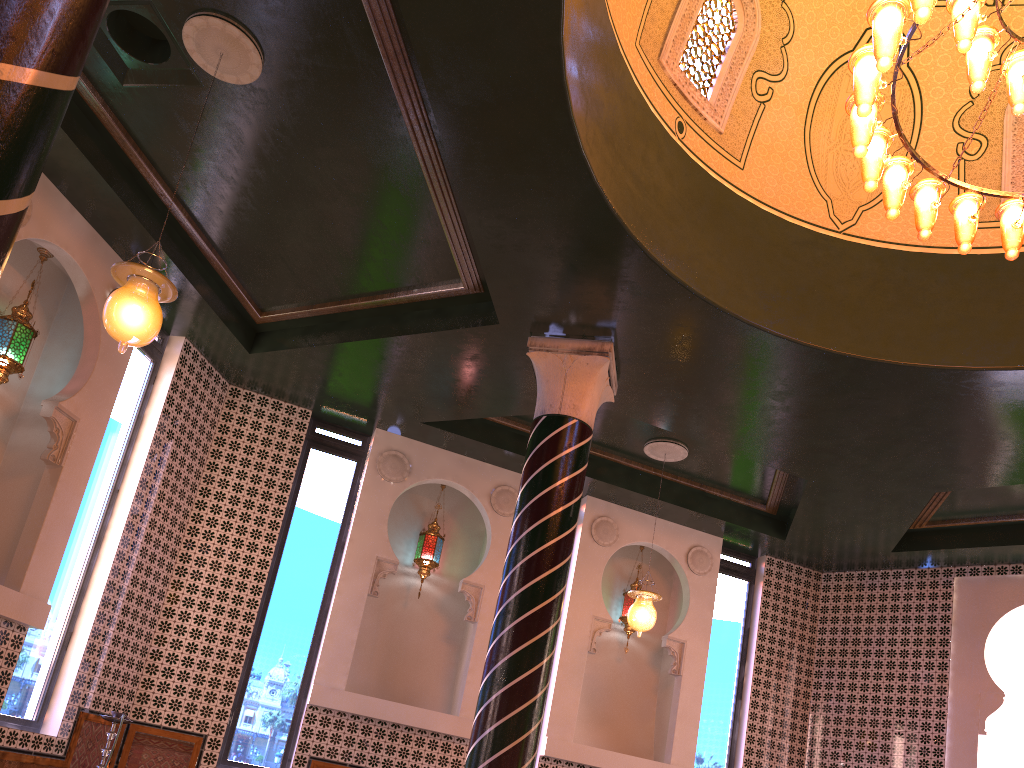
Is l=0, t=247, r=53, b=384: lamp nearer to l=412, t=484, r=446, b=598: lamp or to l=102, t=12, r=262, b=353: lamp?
l=102, t=12, r=262, b=353: lamp

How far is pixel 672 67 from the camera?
7.46m

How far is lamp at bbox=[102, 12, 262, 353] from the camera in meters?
5.2 m

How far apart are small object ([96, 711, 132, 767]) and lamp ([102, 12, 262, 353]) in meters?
3.7

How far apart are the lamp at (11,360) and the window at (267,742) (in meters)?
3.50

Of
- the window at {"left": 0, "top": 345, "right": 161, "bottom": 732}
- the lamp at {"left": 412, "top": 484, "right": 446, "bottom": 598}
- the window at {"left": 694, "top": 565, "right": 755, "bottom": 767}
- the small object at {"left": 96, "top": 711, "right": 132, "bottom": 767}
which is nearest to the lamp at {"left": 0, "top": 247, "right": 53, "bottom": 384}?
the window at {"left": 0, "top": 345, "right": 161, "bottom": 732}

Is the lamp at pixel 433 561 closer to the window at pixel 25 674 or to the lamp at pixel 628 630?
the lamp at pixel 628 630

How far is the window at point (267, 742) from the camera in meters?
9.1

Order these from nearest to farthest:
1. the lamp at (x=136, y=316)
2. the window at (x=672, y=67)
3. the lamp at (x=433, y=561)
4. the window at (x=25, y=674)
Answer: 1. the lamp at (x=136, y=316)
2. the window at (x=672, y=67)
3. the window at (x=25, y=674)
4. the lamp at (x=433, y=561)

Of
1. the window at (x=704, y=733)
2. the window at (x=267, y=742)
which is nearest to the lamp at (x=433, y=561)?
the window at (x=267, y=742)
